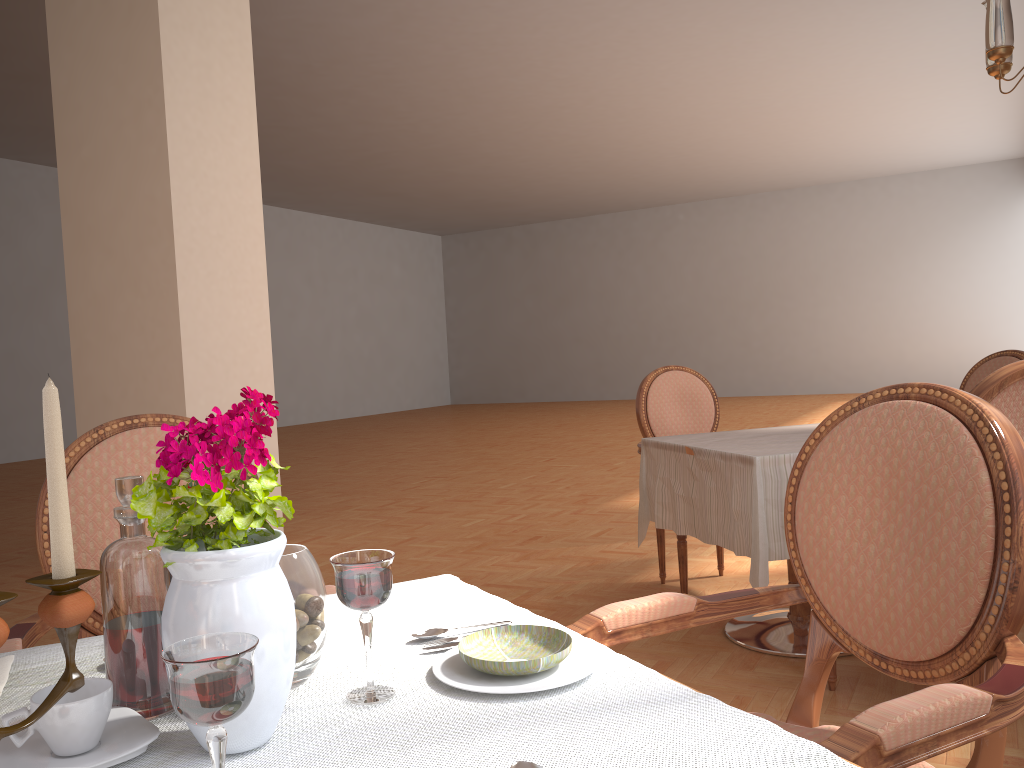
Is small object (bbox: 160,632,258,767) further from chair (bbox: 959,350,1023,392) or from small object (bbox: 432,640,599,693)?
chair (bbox: 959,350,1023,392)

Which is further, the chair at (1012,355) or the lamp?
the chair at (1012,355)

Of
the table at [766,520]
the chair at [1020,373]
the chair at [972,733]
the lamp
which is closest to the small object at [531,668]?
the chair at [972,733]

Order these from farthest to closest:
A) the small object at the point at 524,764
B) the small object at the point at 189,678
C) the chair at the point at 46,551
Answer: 1. the chair at the point at 46,551
2. the small object at the point at 524,764
3. the small object at the point at 189,678

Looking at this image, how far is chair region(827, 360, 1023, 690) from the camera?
2.05m

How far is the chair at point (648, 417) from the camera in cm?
380

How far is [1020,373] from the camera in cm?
205

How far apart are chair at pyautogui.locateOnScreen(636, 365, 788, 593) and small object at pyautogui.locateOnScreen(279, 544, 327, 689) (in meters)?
2.65

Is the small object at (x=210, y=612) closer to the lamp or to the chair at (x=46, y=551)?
the chair at (x=46, y=551)

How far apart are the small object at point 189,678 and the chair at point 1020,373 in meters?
1.9
